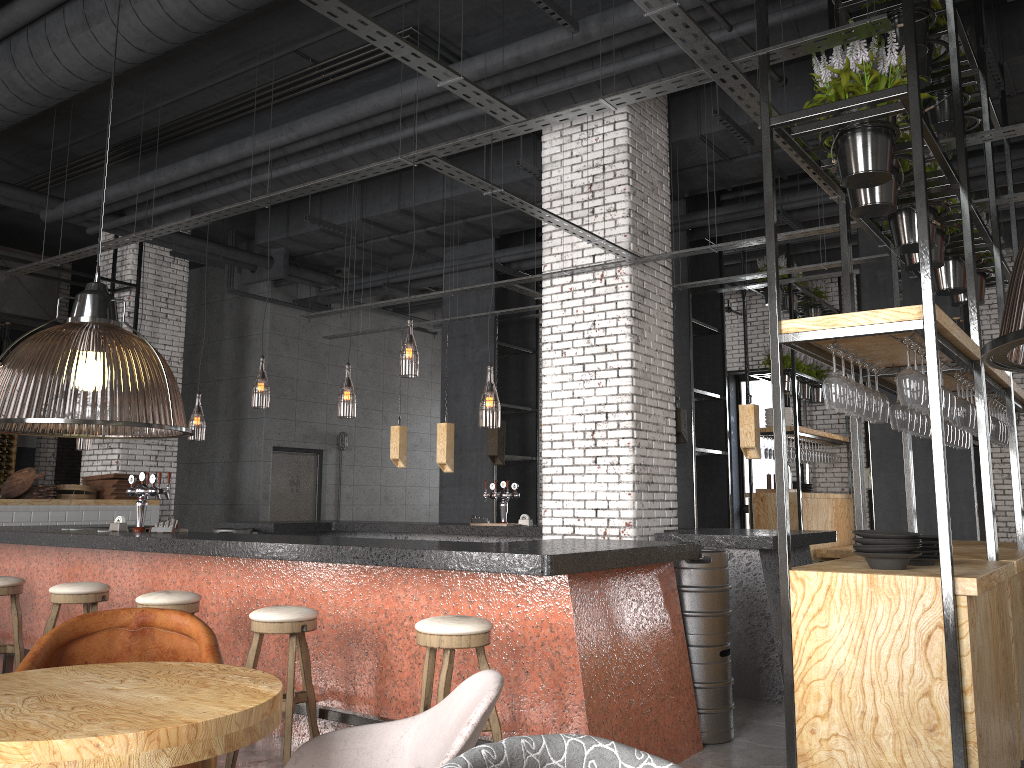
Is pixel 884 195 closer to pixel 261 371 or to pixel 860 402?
pixel 860 402

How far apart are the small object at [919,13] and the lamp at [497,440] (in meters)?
5.09

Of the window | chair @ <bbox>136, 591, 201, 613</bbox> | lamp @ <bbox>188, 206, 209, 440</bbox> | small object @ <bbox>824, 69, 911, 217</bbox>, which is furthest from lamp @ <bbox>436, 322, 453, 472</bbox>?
the window

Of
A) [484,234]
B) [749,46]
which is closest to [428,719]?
[749,46]

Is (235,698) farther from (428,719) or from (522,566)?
(522,566)

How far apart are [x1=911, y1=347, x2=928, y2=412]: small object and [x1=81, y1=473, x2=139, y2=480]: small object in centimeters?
876cm

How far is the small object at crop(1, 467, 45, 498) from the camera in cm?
927

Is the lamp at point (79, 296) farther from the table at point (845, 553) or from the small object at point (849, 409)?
the table at point (845, 553)

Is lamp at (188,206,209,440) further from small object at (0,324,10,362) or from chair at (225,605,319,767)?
chair at (225,605,319,767)

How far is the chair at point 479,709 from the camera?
2.21m
